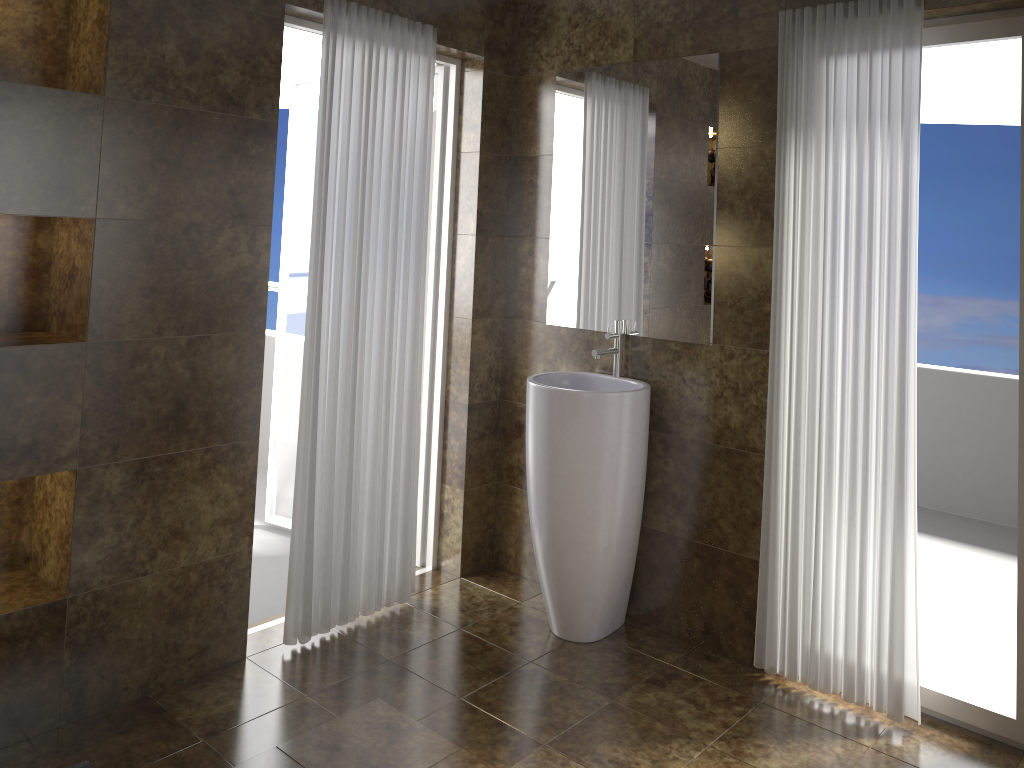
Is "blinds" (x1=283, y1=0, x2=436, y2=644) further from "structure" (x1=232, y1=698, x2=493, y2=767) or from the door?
"structure" (x1=232, y1=698, x2=493, y2=767)

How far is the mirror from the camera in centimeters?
315cm

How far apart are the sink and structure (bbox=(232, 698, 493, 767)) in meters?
0.9

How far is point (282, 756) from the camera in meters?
2.3

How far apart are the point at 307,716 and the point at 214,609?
0.51m

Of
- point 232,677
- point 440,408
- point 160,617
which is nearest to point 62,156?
point 160,617

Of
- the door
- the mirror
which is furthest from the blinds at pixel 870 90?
the door

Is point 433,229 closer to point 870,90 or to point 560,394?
point 560,394

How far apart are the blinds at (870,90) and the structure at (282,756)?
1.2 meters

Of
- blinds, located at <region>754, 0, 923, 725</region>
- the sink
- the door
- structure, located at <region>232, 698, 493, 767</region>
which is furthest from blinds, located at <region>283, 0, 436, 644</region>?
blinds, located at <region>754, 0, 923, 725</region>
